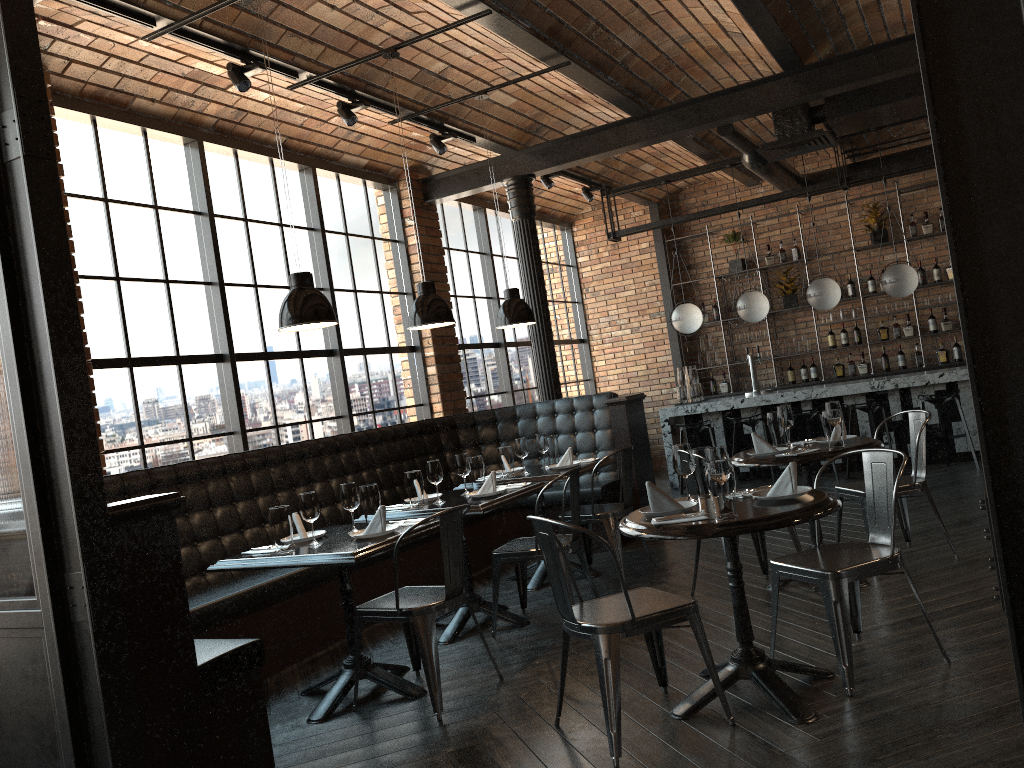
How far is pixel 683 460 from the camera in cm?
365

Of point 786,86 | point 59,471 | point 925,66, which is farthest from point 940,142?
point 786,86

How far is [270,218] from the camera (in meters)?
6.96

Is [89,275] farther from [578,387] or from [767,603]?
[578,387]

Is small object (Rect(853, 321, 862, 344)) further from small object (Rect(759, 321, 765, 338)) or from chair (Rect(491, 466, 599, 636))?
chair (Rect(491, 466, 599, 636))

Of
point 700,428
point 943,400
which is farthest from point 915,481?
point 700,428

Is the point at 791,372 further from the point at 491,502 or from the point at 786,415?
the point at 491,502

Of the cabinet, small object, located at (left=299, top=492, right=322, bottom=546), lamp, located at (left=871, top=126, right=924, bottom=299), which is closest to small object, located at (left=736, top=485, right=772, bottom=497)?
small object, located at (left=299, top=492, right=322, bottom=546)

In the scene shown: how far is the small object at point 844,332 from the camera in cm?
1081

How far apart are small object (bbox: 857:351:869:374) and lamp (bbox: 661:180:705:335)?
2.39m
